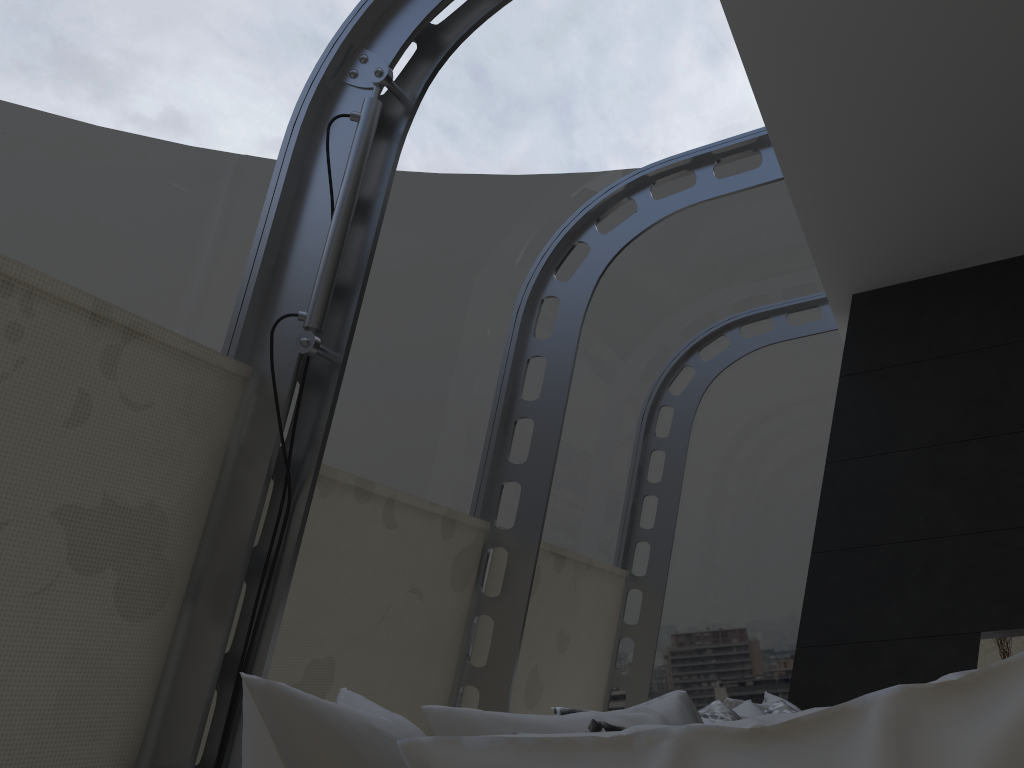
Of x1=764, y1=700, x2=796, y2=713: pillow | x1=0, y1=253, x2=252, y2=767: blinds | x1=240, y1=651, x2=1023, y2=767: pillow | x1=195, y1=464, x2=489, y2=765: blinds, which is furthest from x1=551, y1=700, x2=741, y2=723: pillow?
x1=195, y1=464, x2=489, y2=765: blinds

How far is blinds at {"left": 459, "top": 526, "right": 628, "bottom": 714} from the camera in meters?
4.3

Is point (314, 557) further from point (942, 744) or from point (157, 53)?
point (942, 744)

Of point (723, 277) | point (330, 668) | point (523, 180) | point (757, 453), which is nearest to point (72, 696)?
point (330, 668)

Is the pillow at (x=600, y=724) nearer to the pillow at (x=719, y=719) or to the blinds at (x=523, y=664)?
the pillow at (x=719, y=719)

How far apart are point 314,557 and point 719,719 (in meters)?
1.49

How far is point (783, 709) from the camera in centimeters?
272cm

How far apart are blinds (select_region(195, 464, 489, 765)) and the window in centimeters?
7cm

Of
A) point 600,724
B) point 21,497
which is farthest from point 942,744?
point 21,497

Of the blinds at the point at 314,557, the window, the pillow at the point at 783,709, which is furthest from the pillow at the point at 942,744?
the blinds at the point at 314,557
